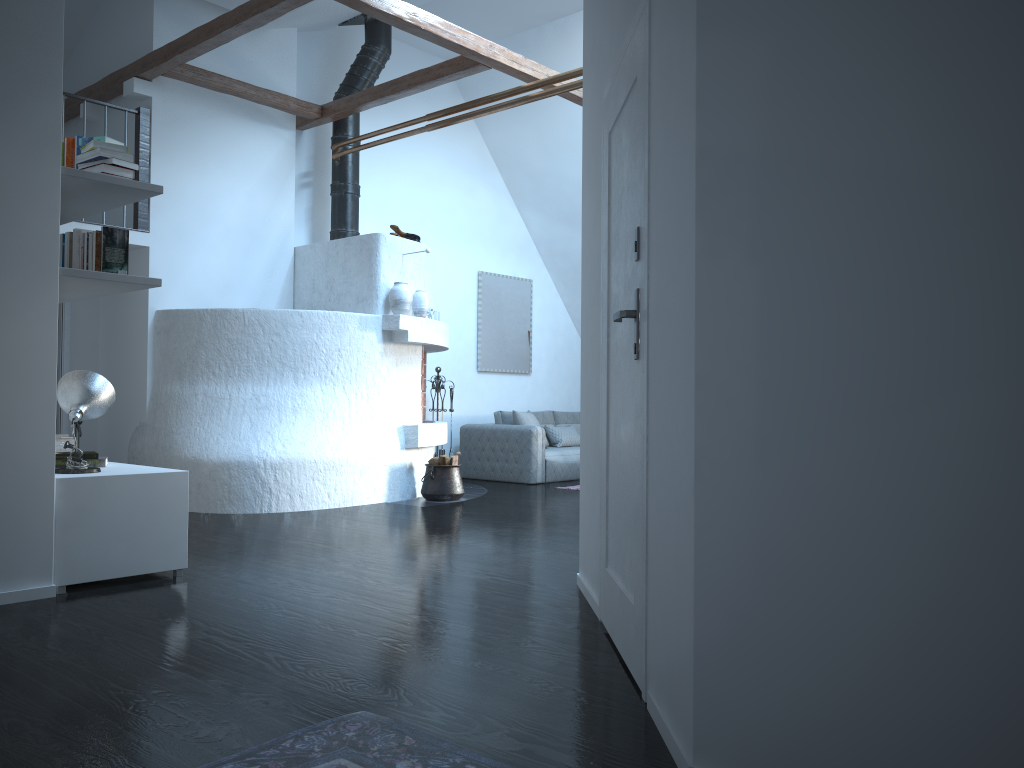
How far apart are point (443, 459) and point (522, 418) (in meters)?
2.19

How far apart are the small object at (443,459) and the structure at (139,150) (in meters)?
3.07

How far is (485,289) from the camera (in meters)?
10.57

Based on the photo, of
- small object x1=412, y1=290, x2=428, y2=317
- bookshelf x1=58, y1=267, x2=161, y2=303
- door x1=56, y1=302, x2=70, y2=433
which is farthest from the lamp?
door x1=56, y1=302, x2=70, y2=433

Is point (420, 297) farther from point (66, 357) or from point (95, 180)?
point (95, 180)

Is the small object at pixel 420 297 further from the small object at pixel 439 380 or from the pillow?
the pillow

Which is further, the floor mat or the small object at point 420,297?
the small object at point 420,297

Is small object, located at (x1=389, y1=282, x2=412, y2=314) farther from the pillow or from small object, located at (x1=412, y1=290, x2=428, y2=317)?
the pillow

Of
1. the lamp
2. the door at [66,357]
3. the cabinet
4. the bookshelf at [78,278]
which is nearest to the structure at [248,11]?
the door at [66,357]

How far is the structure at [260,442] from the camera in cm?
679
